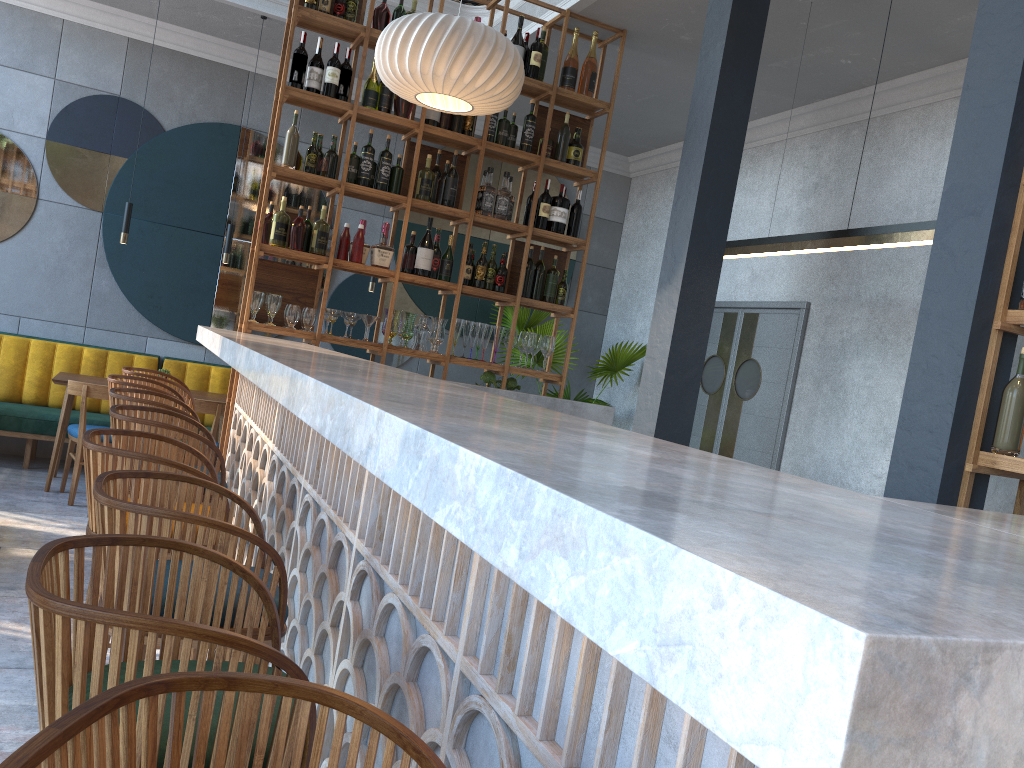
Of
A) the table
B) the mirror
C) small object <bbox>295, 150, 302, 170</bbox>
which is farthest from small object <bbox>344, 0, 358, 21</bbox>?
the table

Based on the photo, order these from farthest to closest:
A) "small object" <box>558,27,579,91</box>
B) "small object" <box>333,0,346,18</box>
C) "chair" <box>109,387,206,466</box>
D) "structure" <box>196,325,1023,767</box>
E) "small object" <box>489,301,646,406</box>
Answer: "small object" <box>489,301,646,406</box> → "small object" <box>558,27,579,91</box> → "small object" <box>333,0,346,18</box> → "chair" <box>109,387,206,466</box> → "structure" <box>196,325,1023,767</box>

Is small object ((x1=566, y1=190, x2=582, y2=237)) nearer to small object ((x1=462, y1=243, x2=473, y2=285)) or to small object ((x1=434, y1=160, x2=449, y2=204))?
small object ((x1=462, y1=243, x2=473, y2=285))

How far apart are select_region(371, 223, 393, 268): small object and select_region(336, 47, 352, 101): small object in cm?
74

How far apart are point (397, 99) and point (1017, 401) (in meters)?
3.67

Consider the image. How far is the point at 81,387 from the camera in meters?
5.6 m

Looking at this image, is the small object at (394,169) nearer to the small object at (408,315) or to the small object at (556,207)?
the small object at (408,315)

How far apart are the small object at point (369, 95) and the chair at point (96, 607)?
4.1 meters

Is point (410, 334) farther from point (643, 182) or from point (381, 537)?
point (643, 182)

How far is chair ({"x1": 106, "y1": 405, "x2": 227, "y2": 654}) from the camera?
2.63m
